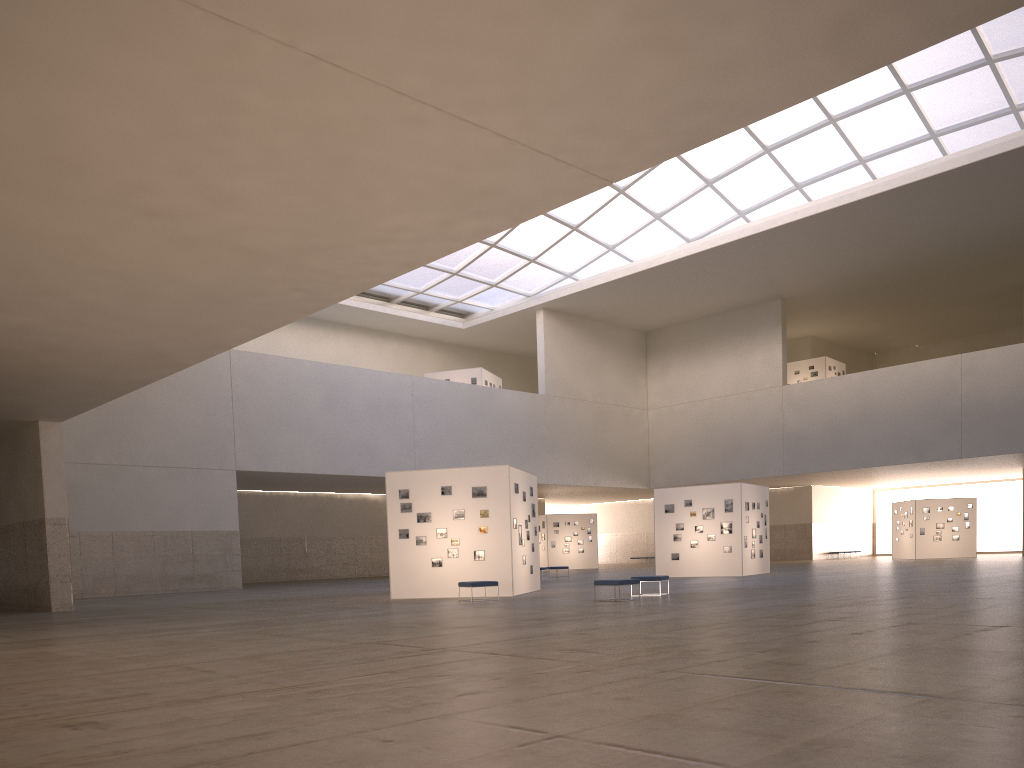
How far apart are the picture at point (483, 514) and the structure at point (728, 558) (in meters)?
16.59

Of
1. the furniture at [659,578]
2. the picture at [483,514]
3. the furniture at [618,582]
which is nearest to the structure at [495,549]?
the picture at [483,514]

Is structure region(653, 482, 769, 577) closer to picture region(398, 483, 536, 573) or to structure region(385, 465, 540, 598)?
structure region(385, 465, 540, 598)

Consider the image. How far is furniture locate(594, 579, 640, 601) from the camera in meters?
24.8

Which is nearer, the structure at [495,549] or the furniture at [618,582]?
the furniture at [618,582]

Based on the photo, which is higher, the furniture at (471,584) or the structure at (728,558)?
the structure at (728,558)

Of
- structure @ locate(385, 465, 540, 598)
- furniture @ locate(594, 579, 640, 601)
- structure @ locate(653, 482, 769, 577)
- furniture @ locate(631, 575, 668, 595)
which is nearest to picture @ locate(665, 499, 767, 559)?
structure @ locate(653, 482, 769, 577)

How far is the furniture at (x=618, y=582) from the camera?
24.8 meters

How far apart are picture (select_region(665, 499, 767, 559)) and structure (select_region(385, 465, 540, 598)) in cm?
1233

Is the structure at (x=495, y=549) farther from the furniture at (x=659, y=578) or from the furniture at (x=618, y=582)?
the furniture at (x=618, y=582)
